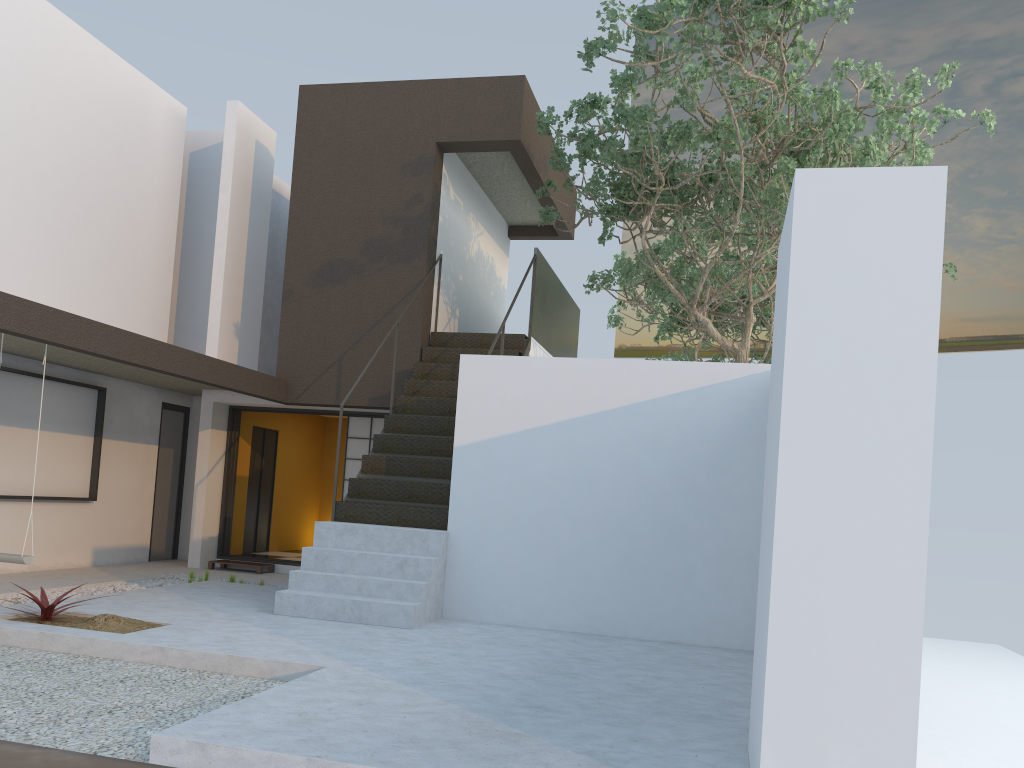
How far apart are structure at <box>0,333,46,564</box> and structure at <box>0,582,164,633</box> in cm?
72

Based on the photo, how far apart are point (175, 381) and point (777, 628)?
8.75m

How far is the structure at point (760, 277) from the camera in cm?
1395

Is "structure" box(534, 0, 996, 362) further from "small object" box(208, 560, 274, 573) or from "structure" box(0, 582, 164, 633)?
"structure" box(0, 582, 164, 633)

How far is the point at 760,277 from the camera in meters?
13.9 m

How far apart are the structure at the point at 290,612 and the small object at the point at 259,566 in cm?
279

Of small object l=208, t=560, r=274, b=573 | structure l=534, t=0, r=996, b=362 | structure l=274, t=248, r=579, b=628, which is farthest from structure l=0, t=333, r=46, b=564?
structure l=534, t=0, r=996, b=362

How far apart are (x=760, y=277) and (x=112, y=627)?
11.0m

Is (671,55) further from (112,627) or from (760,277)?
(760,277)

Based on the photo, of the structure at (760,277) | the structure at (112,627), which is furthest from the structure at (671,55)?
the structure at (112,627)
